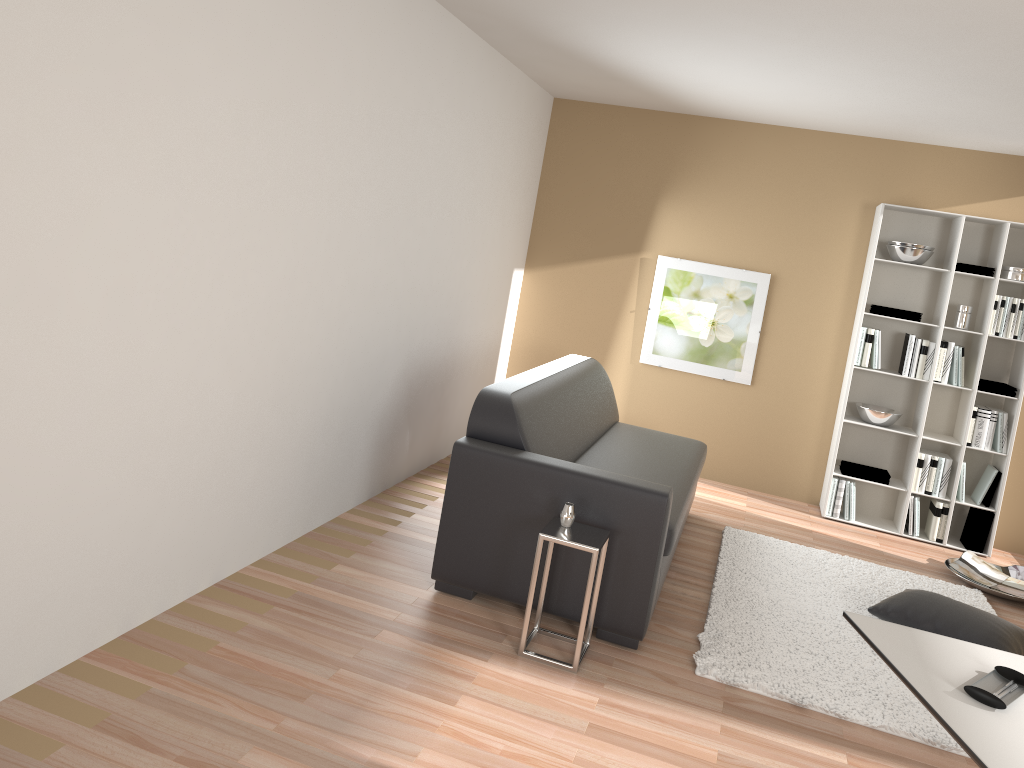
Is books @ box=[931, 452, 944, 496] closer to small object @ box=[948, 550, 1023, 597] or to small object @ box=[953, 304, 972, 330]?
small object @ box=[948, 550, 1023, 597]

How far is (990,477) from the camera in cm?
580

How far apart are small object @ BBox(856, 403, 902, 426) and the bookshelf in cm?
5

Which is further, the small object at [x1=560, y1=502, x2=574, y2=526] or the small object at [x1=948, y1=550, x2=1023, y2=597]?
the small object at [x1=948, y1=550, x2=1023, y2=597]

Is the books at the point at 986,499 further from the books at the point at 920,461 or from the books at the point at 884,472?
the books at the point at 884,472

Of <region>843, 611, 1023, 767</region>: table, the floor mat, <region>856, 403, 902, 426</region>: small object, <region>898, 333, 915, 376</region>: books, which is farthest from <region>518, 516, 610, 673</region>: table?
<region>898, 333, 915, 376</region>: books

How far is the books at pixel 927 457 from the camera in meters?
5.8

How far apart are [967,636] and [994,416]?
2.3 meters

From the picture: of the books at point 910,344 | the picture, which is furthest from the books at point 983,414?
the picture

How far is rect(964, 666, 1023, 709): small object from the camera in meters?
2.0 m
